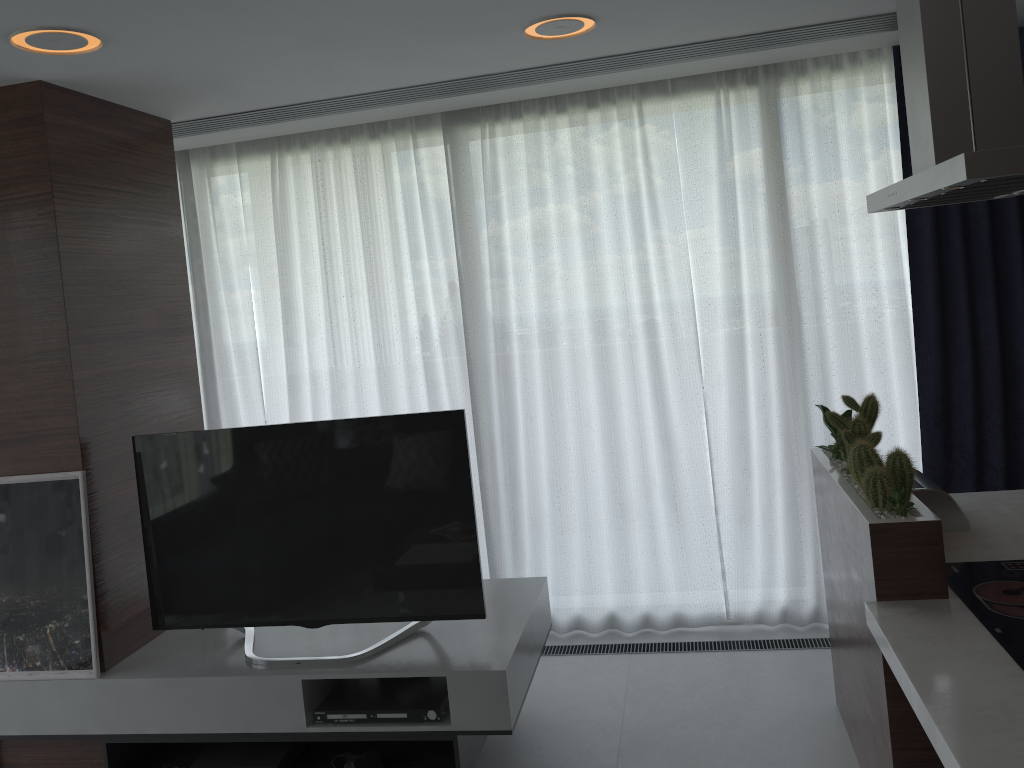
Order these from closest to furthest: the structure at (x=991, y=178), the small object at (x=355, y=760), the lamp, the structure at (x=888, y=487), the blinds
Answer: the structure at (x=991, y=178), the structure at (x=888, y=487), the lamp, the small object at (x=355, y=760), the blinds

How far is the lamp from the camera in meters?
2.5

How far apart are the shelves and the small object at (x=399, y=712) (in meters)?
0.02

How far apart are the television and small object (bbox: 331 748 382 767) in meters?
0.3 m

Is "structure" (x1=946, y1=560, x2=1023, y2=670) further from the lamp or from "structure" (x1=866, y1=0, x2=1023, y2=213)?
the lamp

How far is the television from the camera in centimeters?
301cm

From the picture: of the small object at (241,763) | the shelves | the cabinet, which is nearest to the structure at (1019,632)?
the cabinet

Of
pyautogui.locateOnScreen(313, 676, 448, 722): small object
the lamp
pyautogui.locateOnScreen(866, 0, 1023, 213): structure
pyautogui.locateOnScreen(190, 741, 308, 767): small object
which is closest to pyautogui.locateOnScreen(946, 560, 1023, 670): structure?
pyautogui.locateOnScreen(866, 0, 1023, 213): structure

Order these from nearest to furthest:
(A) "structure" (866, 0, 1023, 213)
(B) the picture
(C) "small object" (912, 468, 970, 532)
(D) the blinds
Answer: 1. (A) "structure" (866, 0, 1023, 213)
2. (C) "small object" (912, 468, 970, 532)
3. (B) the picture
4. (D) the blinds

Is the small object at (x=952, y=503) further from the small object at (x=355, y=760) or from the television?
the small object at (x=355, y=760)
